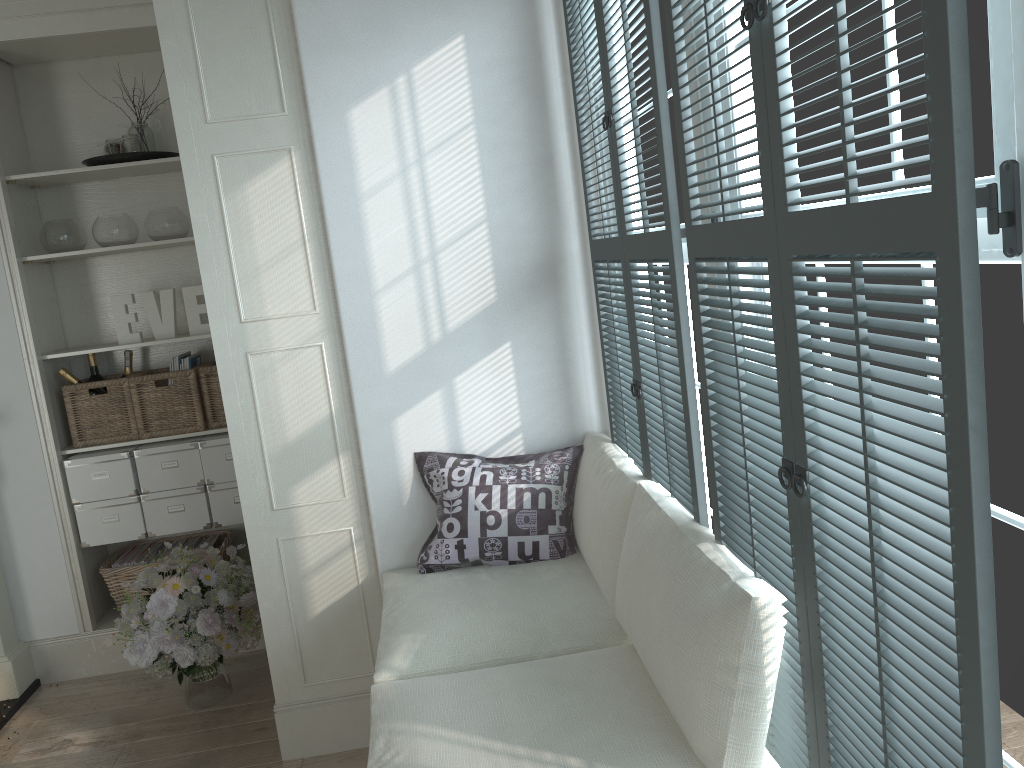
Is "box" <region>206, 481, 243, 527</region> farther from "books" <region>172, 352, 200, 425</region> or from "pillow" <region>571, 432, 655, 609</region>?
"pillow" <region>571, 432, 655, 609</region>

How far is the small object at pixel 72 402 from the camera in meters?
3.7 m

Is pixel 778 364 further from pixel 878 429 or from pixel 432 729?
pixel 432 729

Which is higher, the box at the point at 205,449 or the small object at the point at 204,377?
the small object at the point at 204,377

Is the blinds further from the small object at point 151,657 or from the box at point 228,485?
the box at point 228,485

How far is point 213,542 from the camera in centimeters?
400cm

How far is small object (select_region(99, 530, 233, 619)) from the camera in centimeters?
378cm

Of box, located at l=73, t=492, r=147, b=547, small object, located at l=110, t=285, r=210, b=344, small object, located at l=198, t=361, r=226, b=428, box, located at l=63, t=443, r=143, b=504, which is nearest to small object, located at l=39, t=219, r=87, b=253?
small object, located at l=110, t=285, r=210, b=344

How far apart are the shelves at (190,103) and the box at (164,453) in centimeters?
102cm

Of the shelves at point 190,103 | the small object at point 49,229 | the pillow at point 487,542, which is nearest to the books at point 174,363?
the small object at point 49,229
